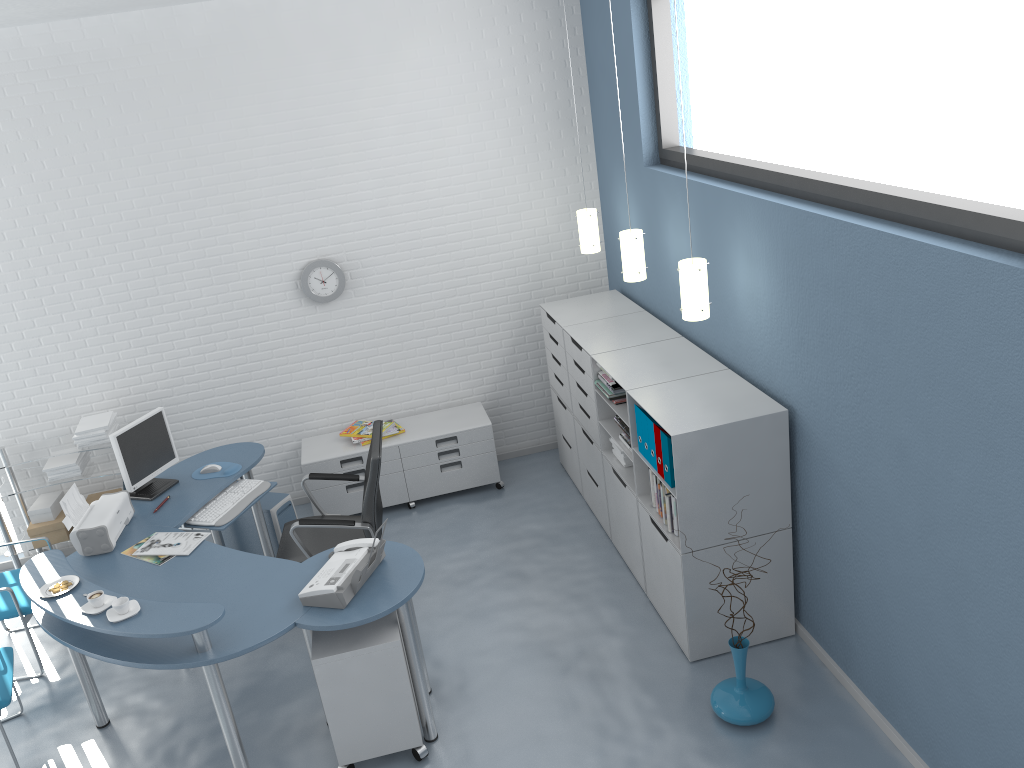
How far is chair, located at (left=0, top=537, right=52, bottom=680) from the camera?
4.5m

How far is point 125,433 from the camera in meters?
4.6 m

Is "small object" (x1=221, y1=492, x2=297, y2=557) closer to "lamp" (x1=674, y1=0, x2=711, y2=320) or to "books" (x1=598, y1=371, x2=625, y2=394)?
"books" (x1=598, y1=371, x2=625, y2=394)

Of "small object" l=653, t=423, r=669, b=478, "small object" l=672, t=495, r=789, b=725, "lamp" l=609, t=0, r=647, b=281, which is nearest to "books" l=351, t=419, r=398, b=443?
"lamp" l=609, t=0, r=647, b=281

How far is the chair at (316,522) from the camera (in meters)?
4.39

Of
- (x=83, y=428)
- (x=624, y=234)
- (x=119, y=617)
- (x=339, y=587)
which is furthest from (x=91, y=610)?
(x=624, y=234)

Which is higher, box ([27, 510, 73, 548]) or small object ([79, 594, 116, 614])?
small object ([79, 594, 116, 614])

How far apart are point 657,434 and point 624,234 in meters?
1.2

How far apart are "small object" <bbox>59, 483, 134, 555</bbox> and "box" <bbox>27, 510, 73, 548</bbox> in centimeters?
119cm

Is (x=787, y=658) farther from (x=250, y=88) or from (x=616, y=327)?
(x=250, y=88)
